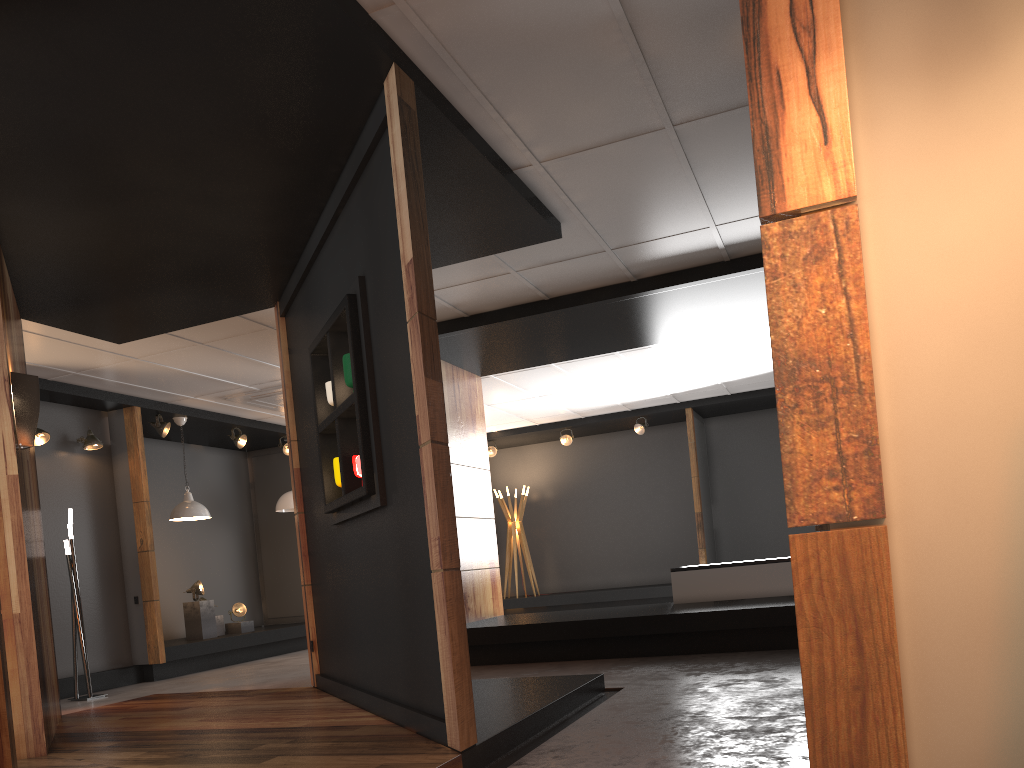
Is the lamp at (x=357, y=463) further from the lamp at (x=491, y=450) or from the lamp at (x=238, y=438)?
the lamp at (x=491, y=450)

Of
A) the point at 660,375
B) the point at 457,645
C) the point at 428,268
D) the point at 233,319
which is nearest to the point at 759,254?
the point at 428,268

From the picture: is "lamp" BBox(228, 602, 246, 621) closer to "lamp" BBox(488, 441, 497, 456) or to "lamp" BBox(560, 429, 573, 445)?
"lamp" BBox(488, 441, 497, 456)

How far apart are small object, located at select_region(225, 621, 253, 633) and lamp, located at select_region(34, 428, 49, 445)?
3.5 meters

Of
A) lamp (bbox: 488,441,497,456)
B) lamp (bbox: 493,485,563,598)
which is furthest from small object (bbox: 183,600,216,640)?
lamp (bbox: 488,441,497,456)

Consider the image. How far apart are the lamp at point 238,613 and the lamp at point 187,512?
1.56m

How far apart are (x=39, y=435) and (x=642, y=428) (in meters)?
8.07

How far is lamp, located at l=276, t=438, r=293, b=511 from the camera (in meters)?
11.58

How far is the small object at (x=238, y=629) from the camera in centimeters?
1055cm

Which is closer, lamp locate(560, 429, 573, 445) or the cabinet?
the cabinet
